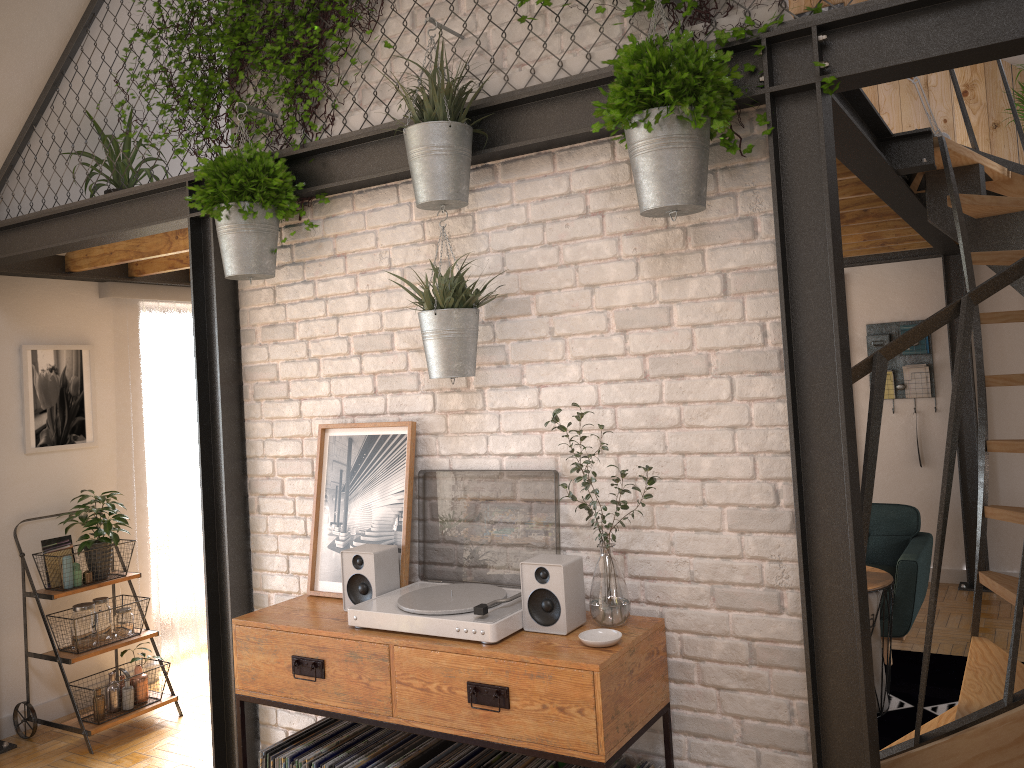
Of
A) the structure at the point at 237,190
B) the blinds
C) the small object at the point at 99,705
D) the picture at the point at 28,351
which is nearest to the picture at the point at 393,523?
the structure at the point at 237,190

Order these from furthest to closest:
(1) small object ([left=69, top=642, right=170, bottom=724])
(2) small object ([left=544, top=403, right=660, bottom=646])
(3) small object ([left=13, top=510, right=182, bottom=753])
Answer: (1) small object ([left=69, top=642, right=170, bottom=724]) < (3) small object ([left=13, top=510, right=182, bottom=753]) < (2) small object ([left=544, top=403, right=660, bottom=646])

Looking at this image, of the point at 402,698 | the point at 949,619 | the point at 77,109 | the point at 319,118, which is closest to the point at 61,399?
the point at 77,109

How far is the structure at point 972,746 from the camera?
2.2m

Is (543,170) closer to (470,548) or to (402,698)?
(470,548)

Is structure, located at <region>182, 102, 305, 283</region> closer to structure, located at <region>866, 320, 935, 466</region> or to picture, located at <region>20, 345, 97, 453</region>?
picture, located at <region>20, 345, 97, 453</region>

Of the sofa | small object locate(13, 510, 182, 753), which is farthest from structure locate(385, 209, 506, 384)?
the sofa

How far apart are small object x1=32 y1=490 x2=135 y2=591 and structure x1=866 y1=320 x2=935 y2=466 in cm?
520

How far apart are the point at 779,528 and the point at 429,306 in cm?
116

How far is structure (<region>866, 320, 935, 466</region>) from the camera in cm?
645
